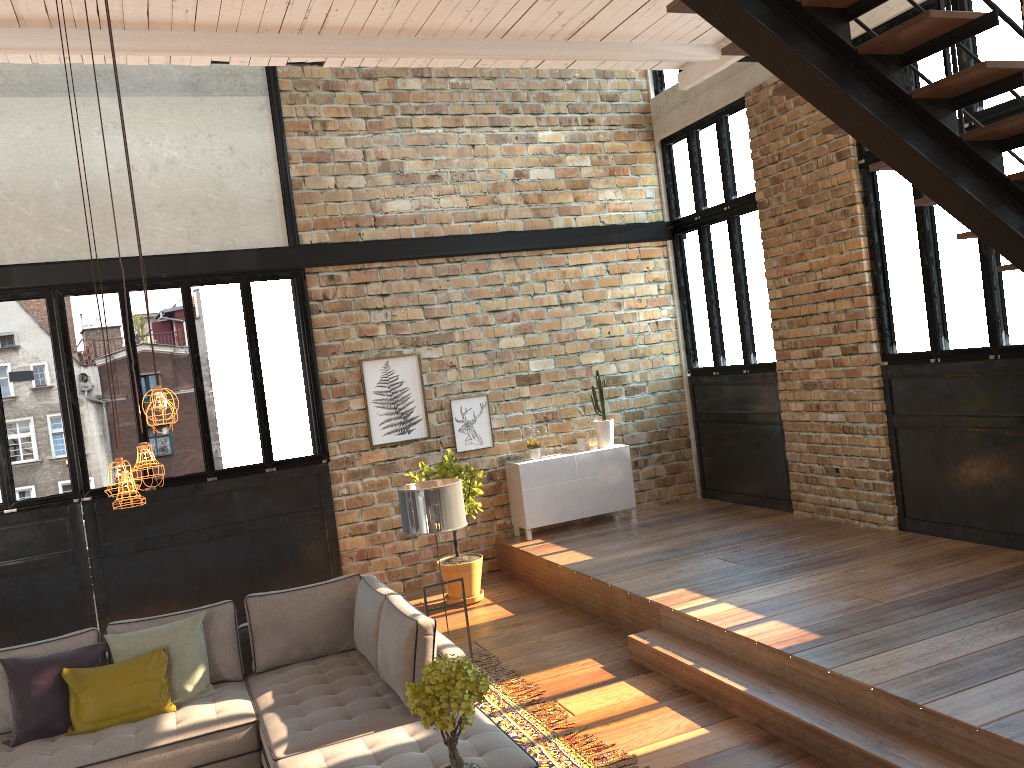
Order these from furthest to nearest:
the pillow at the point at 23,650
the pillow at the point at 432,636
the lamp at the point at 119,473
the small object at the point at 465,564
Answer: the small object at the point at 465,564, the pillow at the point at 23,650, the pillow at the point at 432,636, the lamp at the point at 119,473

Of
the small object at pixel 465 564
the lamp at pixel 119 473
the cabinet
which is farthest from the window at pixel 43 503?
the lamp at pixel 119 473

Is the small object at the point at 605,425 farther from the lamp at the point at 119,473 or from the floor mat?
the lamp at the point at 119,473

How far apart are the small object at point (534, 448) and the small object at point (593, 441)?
0.6 meters

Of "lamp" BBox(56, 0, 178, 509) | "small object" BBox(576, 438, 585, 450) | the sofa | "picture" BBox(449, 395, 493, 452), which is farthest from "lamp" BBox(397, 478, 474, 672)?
"small object" BBox(576, 438, 585, 450)

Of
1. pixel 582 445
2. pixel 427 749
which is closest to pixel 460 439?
pixel 582 445

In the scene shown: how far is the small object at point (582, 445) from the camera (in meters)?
9.47

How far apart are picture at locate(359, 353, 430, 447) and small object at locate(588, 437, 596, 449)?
1.8m

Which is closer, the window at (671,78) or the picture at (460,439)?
the picture at (460,439)

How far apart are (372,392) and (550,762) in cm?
479
